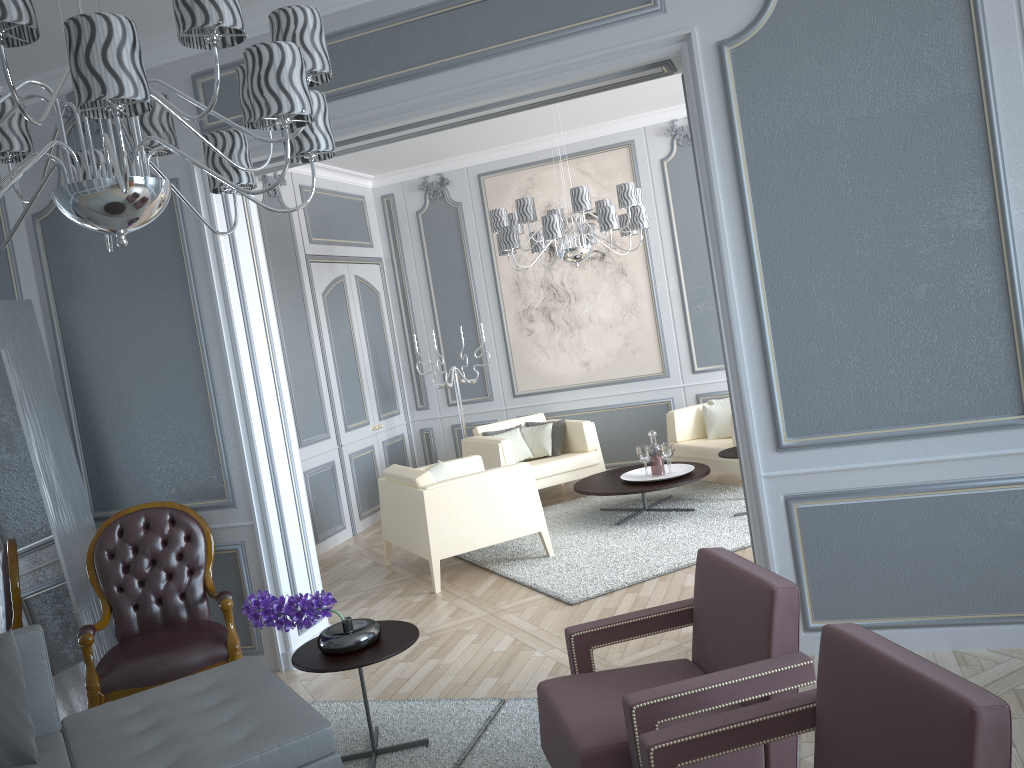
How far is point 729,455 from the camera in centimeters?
515cm

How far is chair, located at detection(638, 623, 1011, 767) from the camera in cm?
140

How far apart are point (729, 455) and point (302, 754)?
3.42m

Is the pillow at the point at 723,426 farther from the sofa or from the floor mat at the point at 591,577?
the sofa

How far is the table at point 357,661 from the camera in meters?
2.7

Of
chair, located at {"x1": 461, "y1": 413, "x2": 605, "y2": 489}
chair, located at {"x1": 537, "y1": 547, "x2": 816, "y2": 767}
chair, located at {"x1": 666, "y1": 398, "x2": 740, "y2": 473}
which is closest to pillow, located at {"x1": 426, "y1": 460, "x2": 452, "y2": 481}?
chair, located at {"x1": 461, "y1": 413, "x2": 605, "y2": 489}

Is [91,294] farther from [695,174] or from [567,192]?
[695,174]

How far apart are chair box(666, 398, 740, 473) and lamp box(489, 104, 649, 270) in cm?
131

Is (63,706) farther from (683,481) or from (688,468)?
(688,468)

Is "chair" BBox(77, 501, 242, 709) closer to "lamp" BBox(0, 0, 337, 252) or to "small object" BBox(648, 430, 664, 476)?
"lamp" BBox(0, 0, 337, 252)
